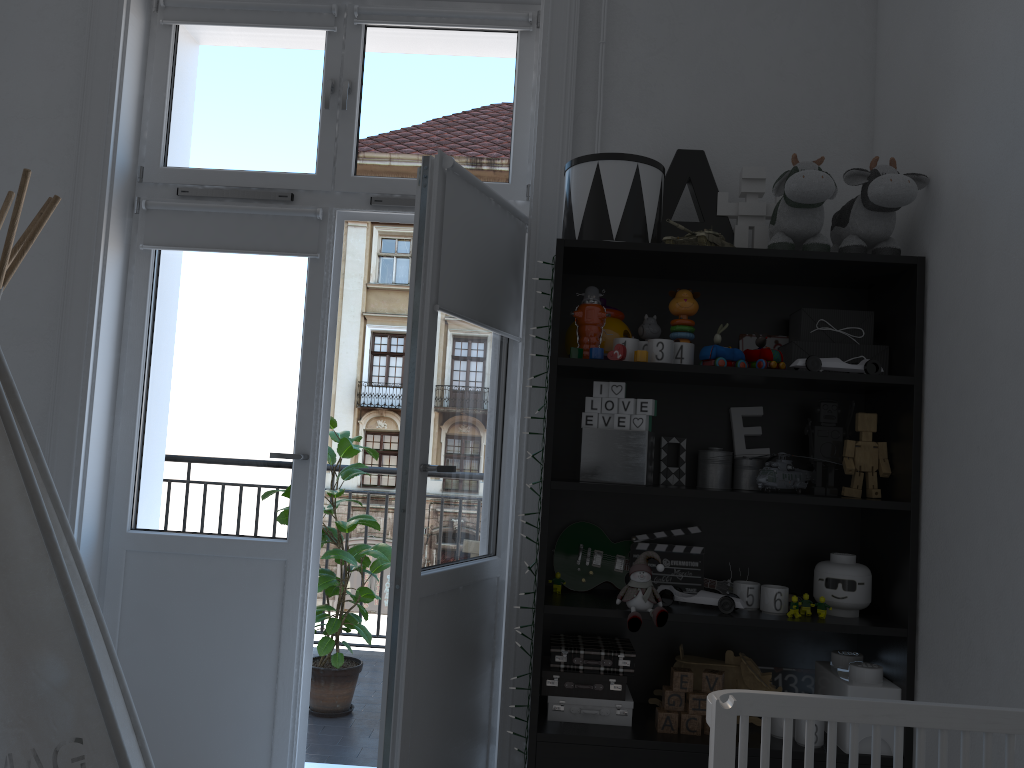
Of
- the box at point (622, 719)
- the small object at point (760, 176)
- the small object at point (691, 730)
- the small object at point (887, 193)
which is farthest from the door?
the small object at point (887, 193)

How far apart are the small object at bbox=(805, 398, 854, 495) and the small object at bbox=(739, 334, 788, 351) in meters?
0.2

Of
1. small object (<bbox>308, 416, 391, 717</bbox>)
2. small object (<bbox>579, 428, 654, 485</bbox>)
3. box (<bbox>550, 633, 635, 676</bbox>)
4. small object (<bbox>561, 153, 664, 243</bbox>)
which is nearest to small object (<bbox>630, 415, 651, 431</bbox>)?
small object (<bbox>579, 428, 654, 485</bbox>)

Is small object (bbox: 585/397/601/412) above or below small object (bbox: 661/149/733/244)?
below

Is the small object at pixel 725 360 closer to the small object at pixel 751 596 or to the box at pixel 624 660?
the small object at pixel 751 596

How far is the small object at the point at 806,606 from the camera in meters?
2.2 m

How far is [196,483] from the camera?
2.74m

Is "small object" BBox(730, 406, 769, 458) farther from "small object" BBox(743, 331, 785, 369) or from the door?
the door

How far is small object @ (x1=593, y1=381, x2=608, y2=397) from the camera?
2.3m

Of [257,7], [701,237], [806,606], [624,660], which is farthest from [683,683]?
[257,7]
